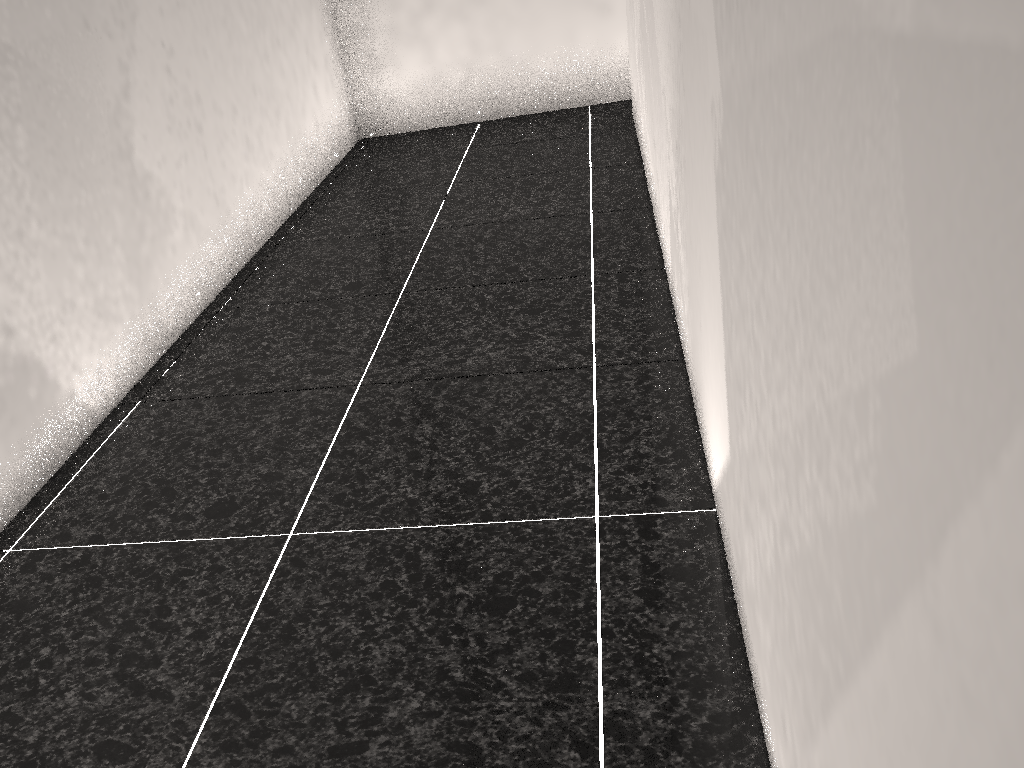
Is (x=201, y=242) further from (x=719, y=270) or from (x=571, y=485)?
(x=719, y=270)
